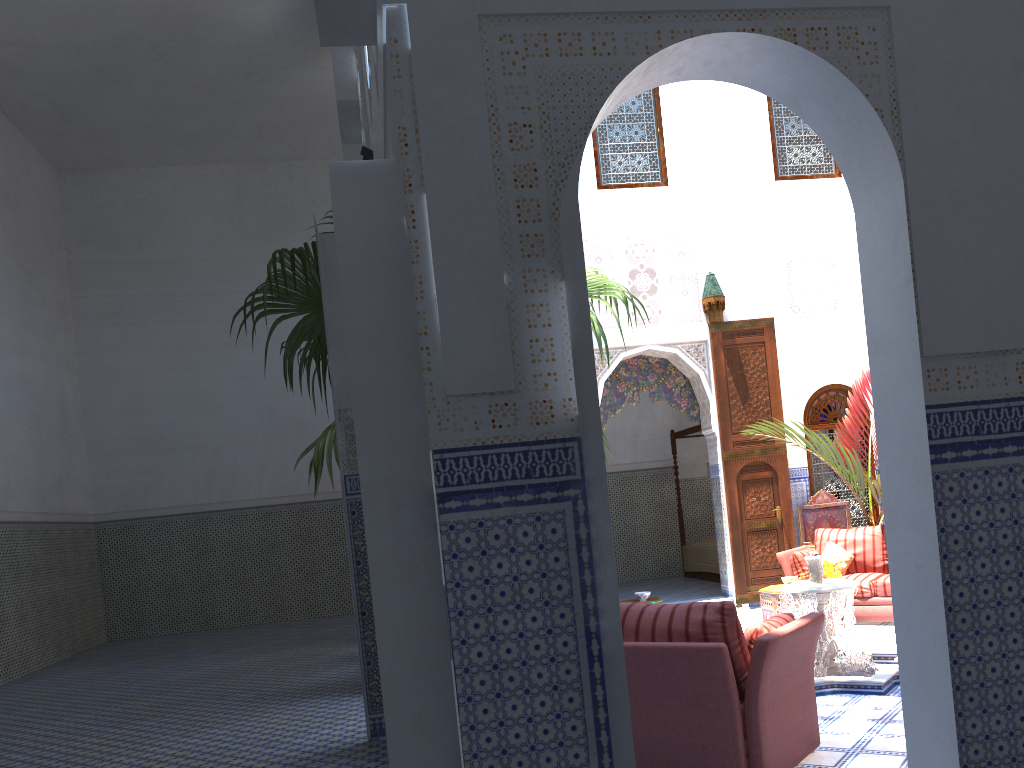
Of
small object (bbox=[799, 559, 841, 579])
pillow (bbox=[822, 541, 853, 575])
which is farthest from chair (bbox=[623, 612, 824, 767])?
pillow (bbox=[822, 541, 853, 575])

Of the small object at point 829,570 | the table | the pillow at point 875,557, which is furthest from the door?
the small object at point 829,570

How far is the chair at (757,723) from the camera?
2.9 meters

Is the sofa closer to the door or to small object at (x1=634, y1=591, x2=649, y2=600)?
the door

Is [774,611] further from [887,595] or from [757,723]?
[757,723]

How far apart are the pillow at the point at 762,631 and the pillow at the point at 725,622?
Answer: 0.1m

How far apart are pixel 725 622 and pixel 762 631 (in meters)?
0.28

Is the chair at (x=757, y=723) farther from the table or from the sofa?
the sofa

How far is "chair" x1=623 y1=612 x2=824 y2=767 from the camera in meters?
2.9 m

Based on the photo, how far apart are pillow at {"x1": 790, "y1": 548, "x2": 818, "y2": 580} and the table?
0.31m
